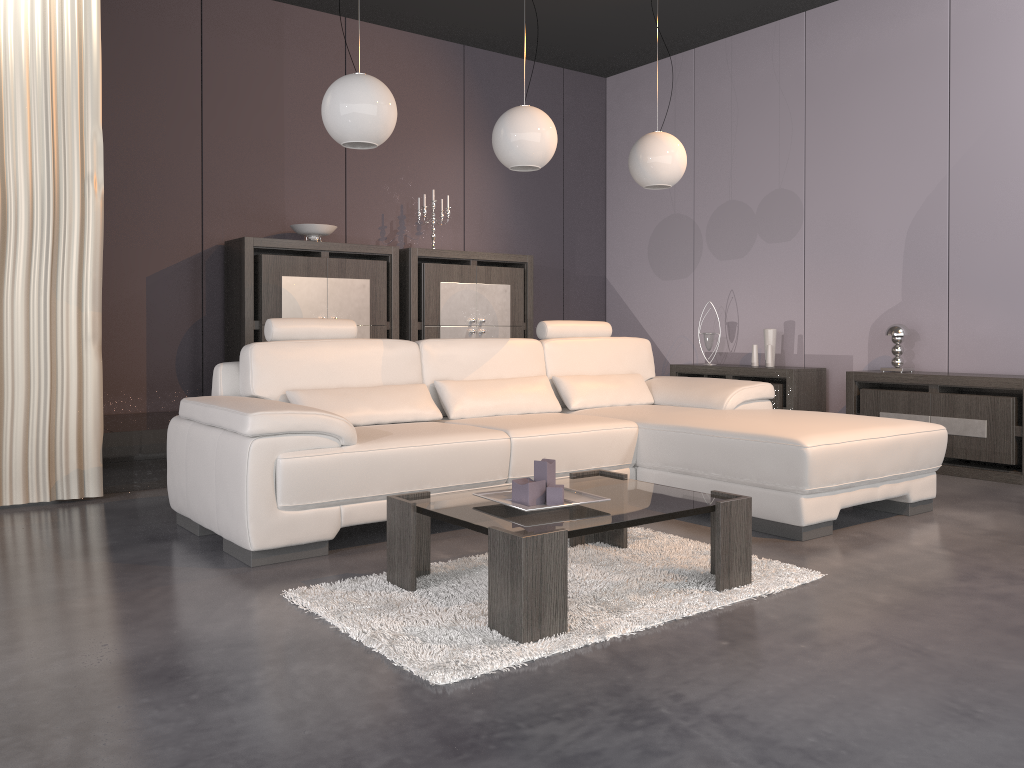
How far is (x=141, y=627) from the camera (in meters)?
2.42

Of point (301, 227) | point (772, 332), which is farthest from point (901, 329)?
point (301, 227)

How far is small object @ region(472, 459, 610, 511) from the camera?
2.7 meters

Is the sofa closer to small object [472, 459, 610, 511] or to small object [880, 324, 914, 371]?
small object [472, 459, 610, 511]

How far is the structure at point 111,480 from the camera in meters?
4.4

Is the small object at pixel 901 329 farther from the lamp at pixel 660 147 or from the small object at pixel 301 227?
the small object at pixel 301 227

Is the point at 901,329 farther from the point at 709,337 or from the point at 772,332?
the point at 709,337

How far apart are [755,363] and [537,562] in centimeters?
421cm

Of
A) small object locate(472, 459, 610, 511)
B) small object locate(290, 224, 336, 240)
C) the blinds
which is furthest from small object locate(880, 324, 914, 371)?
the blinds

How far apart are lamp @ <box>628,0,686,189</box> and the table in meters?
1.9
